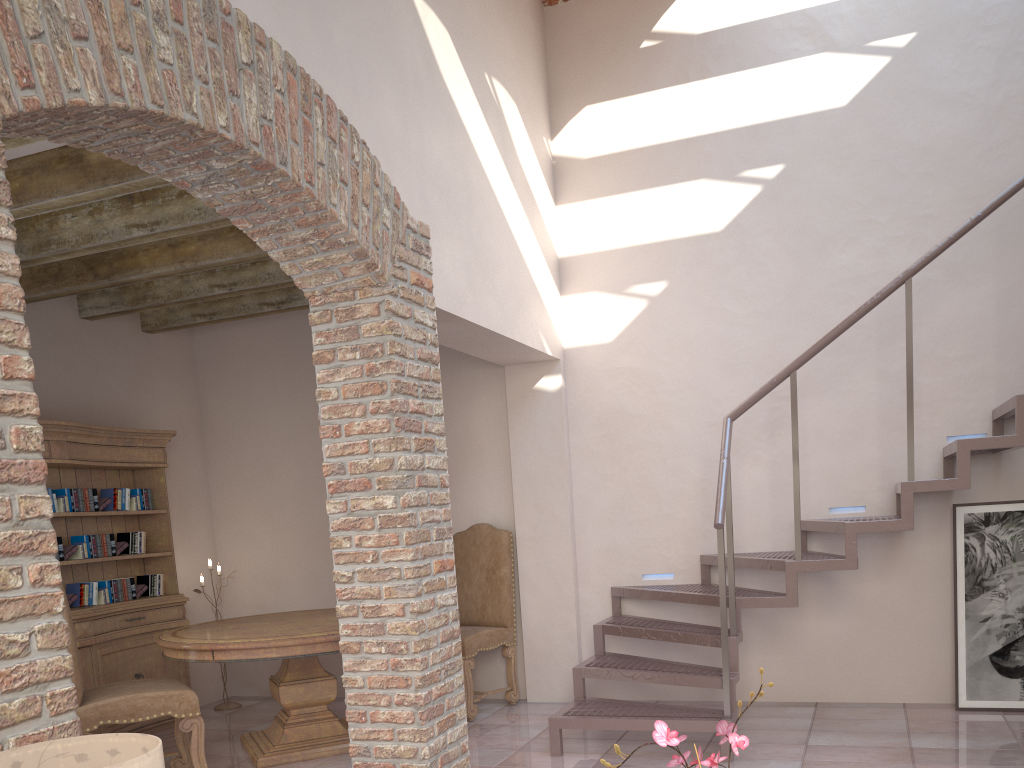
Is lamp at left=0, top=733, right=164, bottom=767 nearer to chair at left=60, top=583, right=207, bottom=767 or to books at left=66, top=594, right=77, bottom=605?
chair at left=60, top=583, right=207, bottom=767

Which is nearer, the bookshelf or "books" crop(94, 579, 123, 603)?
the bookshelf

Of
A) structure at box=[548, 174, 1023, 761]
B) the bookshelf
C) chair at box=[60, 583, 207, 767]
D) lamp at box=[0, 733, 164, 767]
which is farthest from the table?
lamp at box=[0, 733, 164, 767]

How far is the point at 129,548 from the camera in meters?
5.8

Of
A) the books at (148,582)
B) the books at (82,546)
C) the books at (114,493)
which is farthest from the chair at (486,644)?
the books at (82,546)

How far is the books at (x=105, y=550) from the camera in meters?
5.6 m

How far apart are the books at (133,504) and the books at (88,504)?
0.2m

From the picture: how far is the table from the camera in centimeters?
455cm

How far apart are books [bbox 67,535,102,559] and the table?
0.9 meters

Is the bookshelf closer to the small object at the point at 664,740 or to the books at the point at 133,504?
the books at the point at 133,504
